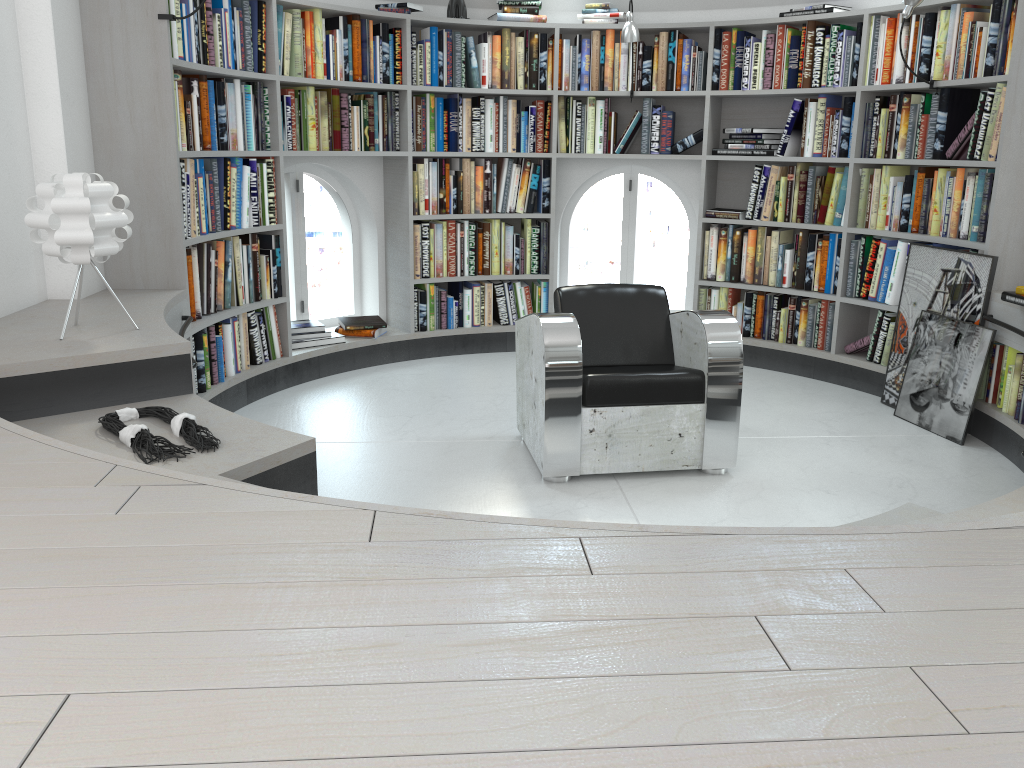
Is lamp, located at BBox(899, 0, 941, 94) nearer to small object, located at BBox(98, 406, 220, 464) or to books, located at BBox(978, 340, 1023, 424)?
books, located at BBox(978, 340, 1023, 424)

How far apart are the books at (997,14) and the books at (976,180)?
0.4m

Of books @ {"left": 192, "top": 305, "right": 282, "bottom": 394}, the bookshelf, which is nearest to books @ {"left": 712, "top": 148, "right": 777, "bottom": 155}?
the bookshelf

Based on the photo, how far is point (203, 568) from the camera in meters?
1.3

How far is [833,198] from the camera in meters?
5.0

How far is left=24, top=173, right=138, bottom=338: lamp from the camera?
2.8 meters

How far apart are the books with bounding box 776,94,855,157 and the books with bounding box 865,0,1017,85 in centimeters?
16cm

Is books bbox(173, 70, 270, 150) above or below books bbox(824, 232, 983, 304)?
above

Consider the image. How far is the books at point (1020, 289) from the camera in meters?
Answer: 3.7

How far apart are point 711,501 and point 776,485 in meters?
0.3
